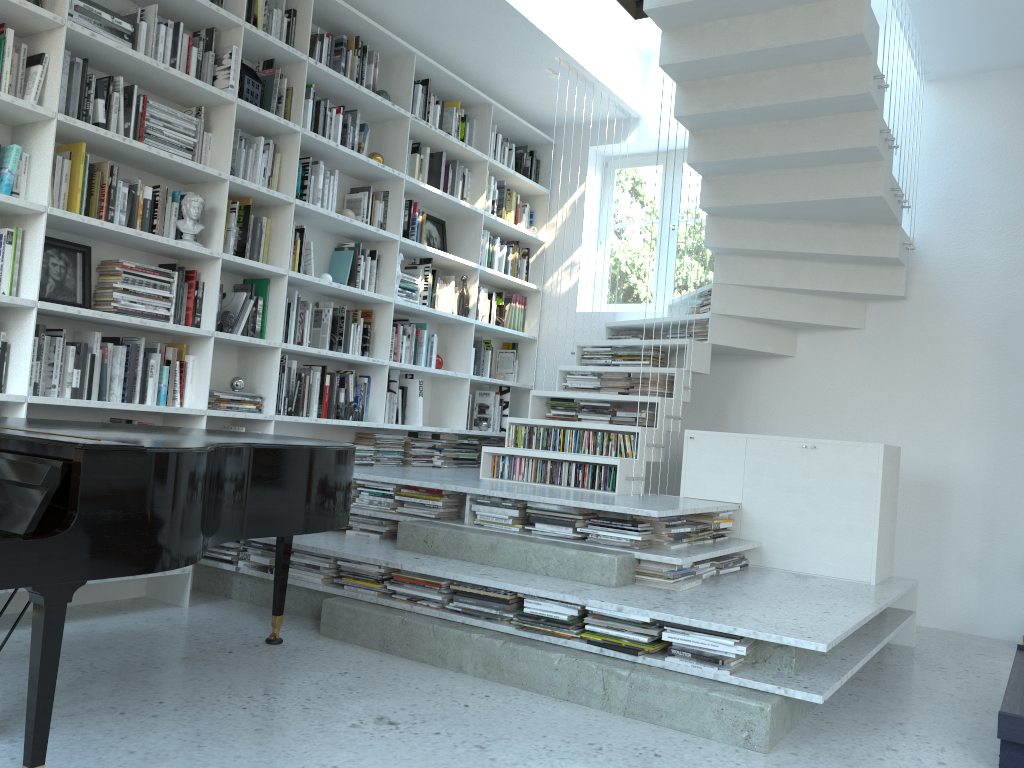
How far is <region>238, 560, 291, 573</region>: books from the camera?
4.1 meters

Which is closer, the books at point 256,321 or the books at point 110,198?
the books at point 110,198

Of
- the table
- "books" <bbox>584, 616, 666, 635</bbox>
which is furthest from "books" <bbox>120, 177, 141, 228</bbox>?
the table

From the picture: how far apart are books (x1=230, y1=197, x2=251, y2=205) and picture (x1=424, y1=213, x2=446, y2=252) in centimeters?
161cm

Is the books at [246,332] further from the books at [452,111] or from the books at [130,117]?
the books at [452,111]

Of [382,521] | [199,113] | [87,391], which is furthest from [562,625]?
[199,113]

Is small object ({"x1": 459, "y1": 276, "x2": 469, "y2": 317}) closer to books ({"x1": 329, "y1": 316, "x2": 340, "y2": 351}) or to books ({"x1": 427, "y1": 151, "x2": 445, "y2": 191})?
books ({"x1": 427, "y1": 151, "x2": 445, "y2": 191})

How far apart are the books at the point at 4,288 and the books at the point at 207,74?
1.2m

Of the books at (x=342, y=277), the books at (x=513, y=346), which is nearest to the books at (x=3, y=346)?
the books at (x=342, y=277)

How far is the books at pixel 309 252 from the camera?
4.8m
